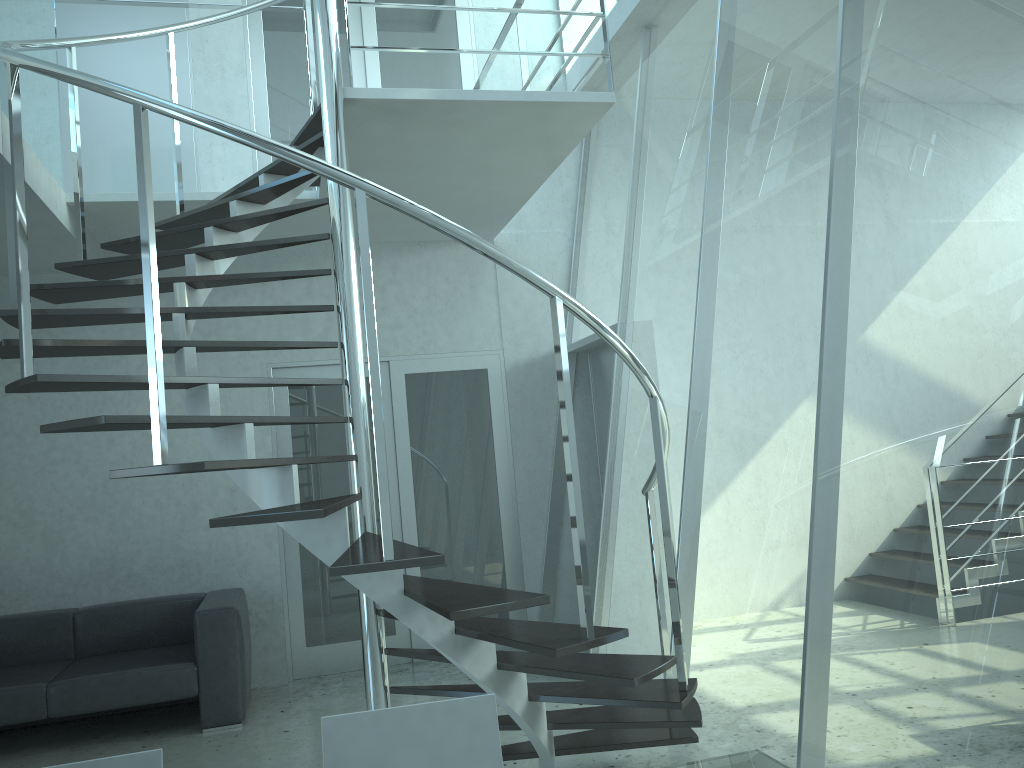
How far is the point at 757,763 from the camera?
1.74m

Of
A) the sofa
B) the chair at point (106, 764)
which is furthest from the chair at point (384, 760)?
the sofa

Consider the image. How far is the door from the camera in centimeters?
602cm

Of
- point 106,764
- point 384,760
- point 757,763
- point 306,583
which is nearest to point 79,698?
point 306,583

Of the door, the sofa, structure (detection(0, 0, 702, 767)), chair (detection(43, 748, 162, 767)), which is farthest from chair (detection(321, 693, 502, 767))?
the door

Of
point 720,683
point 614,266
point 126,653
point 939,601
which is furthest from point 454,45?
point 939,601

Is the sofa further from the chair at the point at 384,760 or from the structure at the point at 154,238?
the chair at the point at 384,760

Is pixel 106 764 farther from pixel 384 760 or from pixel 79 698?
pixel 79 698

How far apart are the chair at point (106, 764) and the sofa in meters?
3.4

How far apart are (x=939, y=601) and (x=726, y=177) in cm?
239
